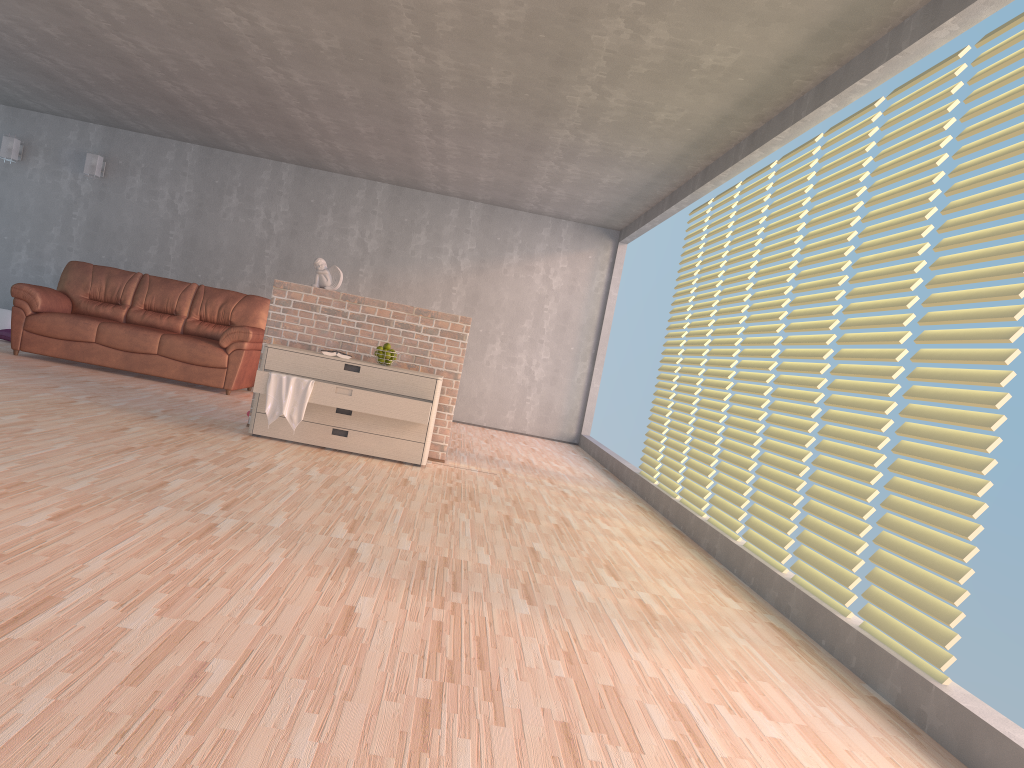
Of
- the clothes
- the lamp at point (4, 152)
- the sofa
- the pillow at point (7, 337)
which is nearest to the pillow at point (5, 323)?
the pillow at point (7, 337)

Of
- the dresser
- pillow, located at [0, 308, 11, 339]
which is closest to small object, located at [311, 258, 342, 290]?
the dresser

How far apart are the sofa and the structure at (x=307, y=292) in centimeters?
198cm

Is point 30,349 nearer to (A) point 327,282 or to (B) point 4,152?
(B) point 4,152

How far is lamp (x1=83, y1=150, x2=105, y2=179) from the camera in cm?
948

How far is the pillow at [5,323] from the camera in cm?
937

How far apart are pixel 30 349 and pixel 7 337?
1.4 meters

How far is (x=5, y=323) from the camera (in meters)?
9.37

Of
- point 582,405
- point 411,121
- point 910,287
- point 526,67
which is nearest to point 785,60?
point 526,67

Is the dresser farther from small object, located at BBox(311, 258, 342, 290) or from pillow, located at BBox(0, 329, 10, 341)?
pillow, located at BBox(0, 329, 10, 341)
